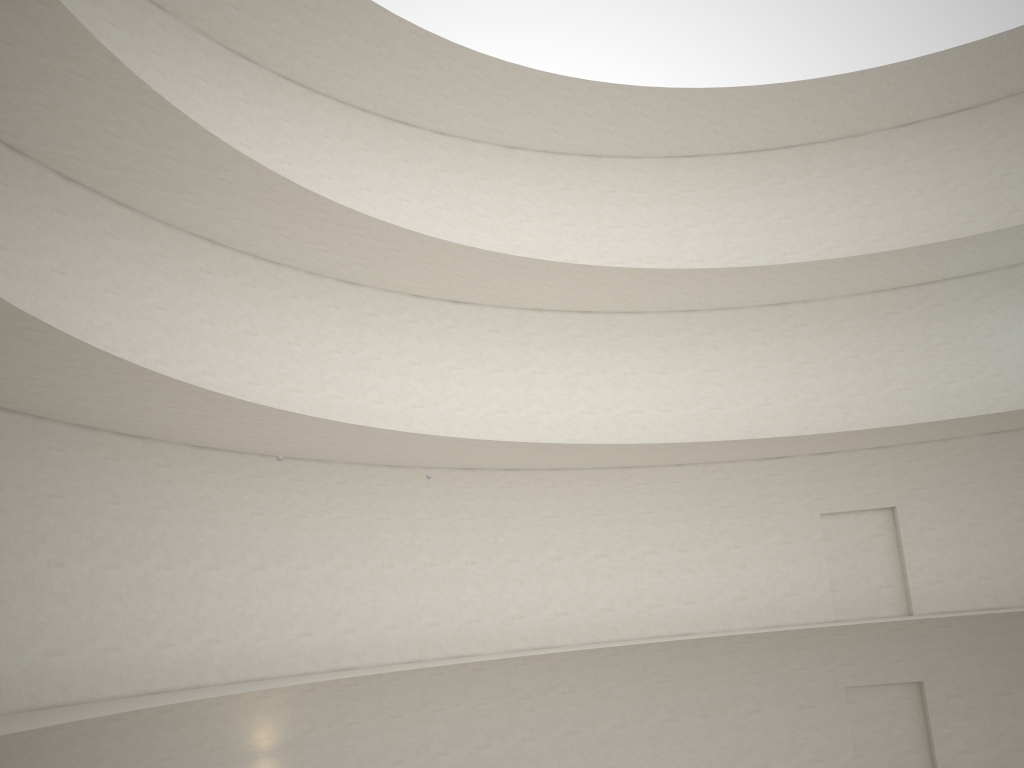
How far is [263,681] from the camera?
15.2m

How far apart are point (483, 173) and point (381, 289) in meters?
4.7
